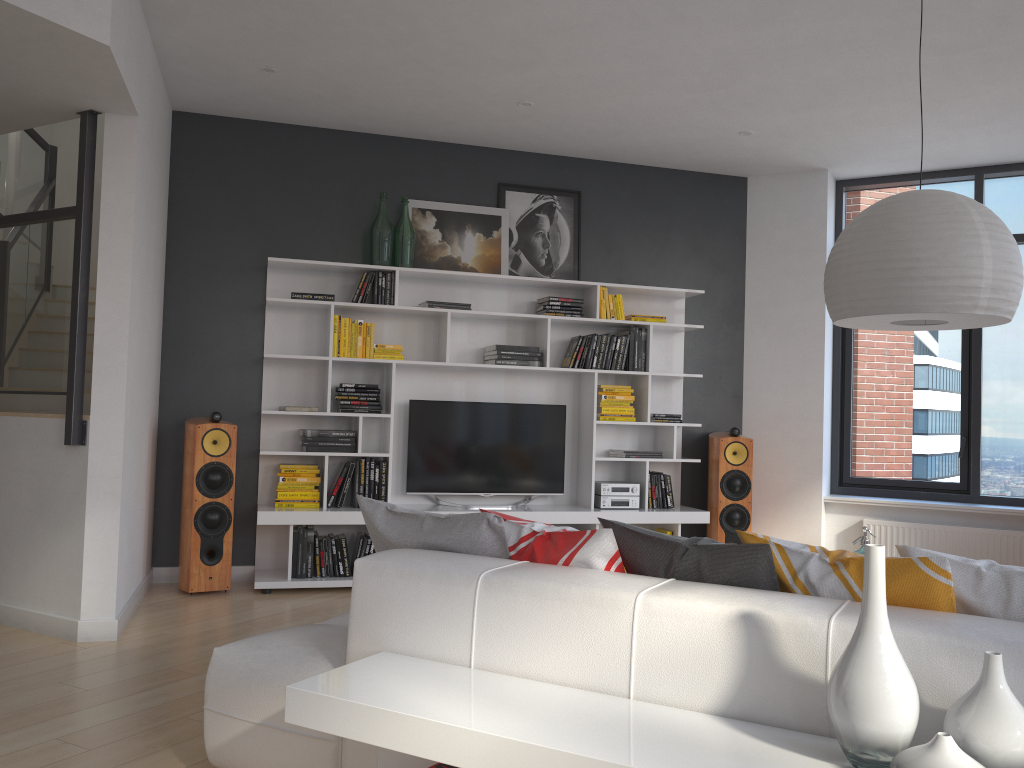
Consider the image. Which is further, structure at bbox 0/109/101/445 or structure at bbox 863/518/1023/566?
structure at bbox 863/518/1023/566

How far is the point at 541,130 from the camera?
5.84m

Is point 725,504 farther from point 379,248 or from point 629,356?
point 379,248

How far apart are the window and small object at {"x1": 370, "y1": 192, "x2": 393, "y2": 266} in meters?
3.4

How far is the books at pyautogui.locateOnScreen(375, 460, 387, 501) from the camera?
5.7m

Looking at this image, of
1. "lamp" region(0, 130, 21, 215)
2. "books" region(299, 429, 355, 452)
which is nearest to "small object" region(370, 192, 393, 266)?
"books" region(299, 429, 355, 452)

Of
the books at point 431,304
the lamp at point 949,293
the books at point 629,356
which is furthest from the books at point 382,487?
the lamp at point 949,293

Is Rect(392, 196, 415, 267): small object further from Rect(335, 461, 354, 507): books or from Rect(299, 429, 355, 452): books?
Rect(335, 461, 354, 507): books

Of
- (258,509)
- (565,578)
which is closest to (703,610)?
(565,578)

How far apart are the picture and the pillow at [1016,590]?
4.35m
